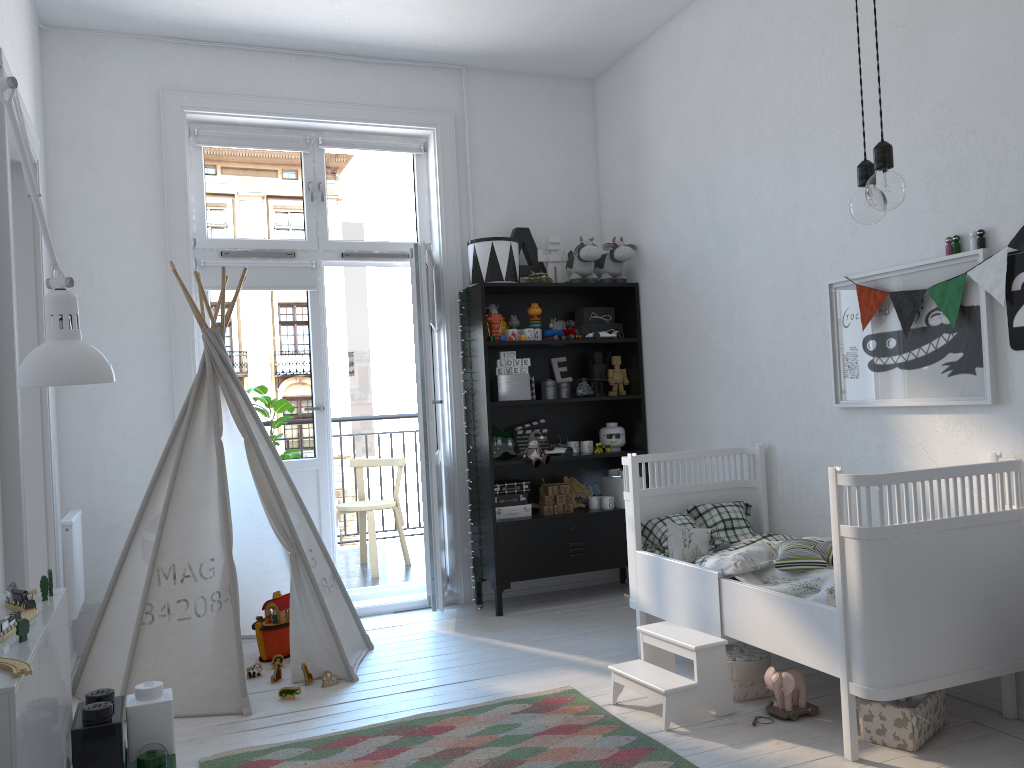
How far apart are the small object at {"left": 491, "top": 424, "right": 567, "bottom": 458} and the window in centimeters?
110cm

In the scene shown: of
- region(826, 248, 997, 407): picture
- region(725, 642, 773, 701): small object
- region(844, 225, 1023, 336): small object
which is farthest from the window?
region(725, 642, 773, 701): small object

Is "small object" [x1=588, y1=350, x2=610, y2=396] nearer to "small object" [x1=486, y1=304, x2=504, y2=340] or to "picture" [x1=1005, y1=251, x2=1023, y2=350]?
"small object" [x1=486, y1=304, x2=504, y2=340]

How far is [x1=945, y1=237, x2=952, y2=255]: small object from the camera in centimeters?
292cm

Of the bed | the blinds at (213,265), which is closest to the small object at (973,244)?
the bed

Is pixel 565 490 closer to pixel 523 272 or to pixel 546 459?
pixel 546 459

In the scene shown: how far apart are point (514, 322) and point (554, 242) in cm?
52

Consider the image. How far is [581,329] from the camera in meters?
4.9 m

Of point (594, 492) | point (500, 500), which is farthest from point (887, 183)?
point (594, 492)

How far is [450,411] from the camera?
4.76m
